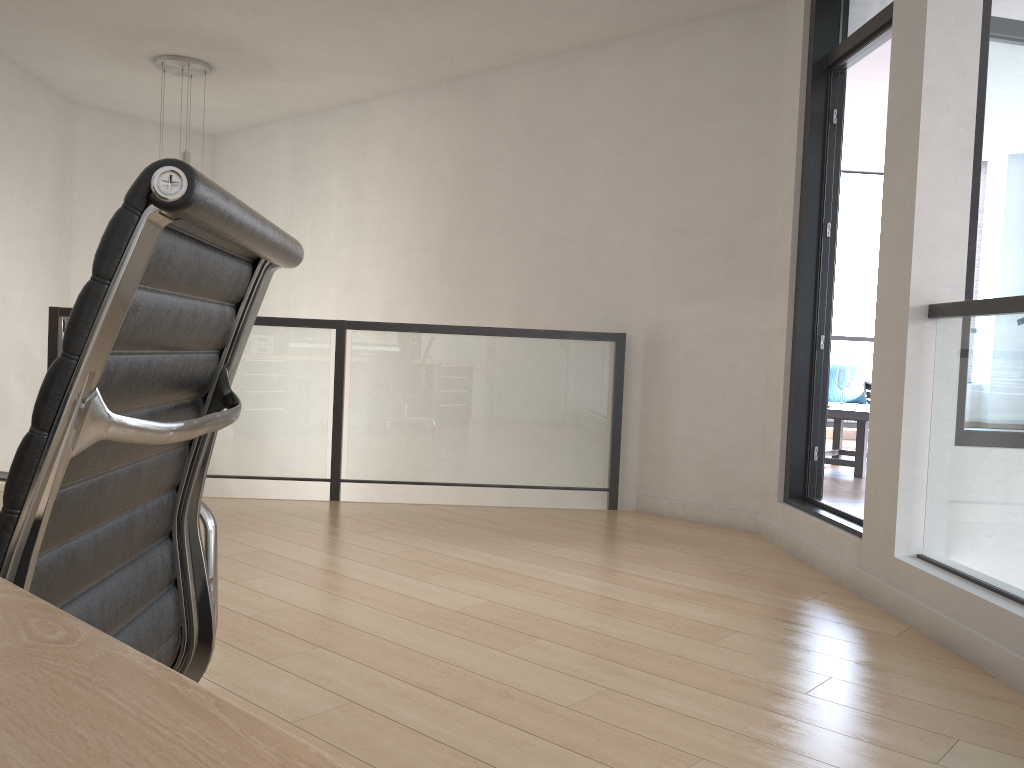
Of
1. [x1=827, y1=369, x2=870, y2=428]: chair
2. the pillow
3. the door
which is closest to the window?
the door

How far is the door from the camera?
3.9m

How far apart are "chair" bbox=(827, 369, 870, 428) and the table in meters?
1.3

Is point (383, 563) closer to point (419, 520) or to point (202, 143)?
point (419, 520)

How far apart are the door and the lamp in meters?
3.9 m

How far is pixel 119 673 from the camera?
0.3 meters

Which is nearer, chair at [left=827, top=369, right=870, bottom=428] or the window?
the window

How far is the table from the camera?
5.98m

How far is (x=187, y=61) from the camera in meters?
5.8 m

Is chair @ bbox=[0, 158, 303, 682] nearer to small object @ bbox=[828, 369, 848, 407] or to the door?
the door
